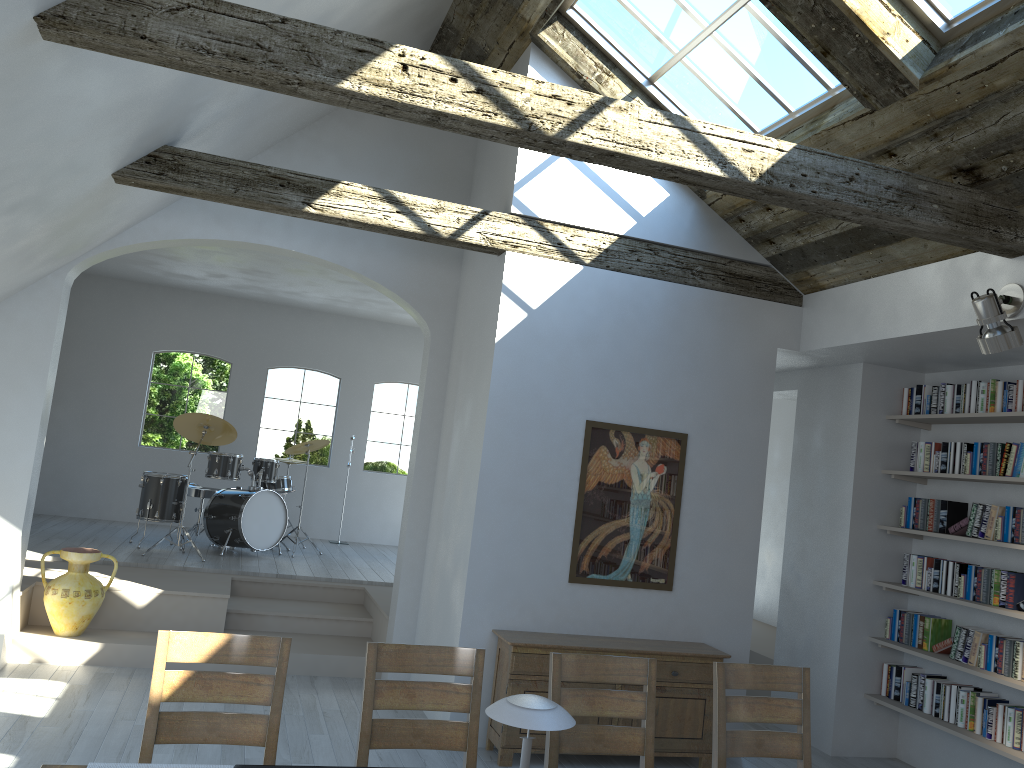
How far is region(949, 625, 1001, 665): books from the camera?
5.5m

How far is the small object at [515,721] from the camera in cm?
234

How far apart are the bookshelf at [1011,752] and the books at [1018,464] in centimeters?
161cm

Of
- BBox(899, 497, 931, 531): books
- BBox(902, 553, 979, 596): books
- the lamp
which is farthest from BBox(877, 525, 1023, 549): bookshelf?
the lamp

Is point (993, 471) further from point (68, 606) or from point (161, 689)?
point (68, 606)

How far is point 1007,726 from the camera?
5.25m

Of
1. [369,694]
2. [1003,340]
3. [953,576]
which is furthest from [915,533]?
[369,694]

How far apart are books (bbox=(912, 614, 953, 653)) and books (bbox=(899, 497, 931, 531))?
0.60m

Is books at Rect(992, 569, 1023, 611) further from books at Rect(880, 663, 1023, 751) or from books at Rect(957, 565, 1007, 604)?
books at Rect(880, 663, 1023, 751)

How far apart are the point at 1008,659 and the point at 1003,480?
1.07m
